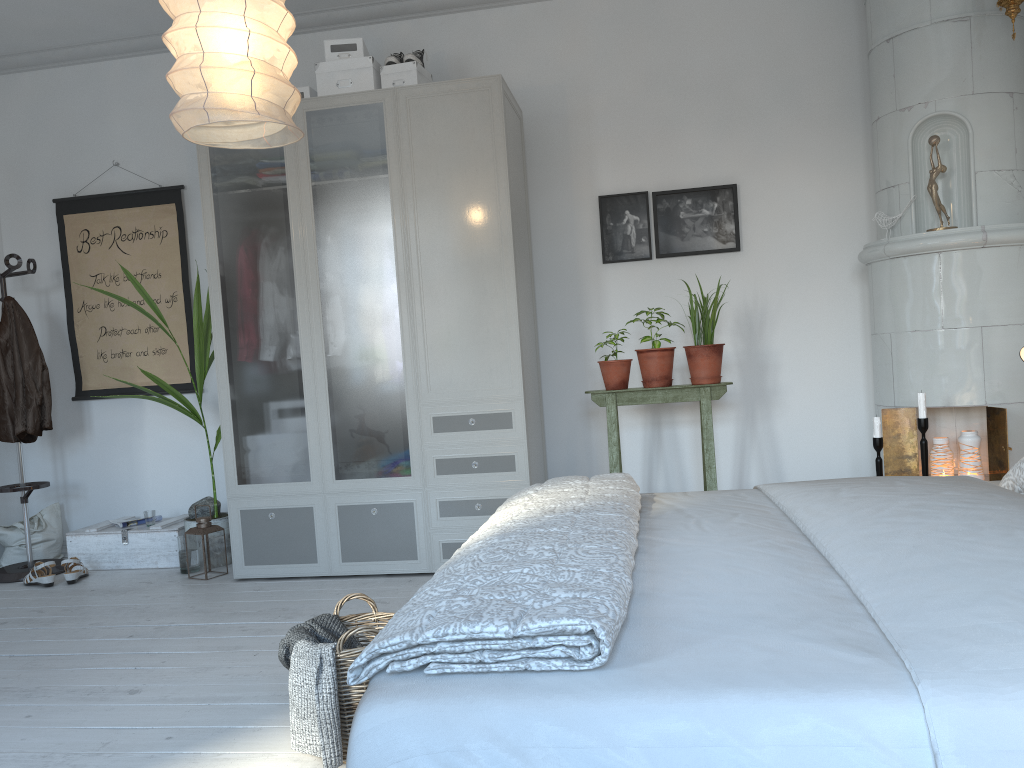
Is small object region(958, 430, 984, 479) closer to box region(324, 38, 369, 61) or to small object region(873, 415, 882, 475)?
small object region(873, 415, 882, 475)

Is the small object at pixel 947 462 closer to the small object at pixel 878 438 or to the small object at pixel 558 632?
the small object at pixel 878 438

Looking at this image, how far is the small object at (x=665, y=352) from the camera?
3.99m

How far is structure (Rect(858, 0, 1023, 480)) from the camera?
3.53m

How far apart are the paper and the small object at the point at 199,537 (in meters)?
0.62

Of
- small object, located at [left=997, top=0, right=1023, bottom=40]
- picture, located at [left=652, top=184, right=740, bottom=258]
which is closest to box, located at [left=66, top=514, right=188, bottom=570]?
picture, located at [left=652, top=184, right=740, bottom=258]

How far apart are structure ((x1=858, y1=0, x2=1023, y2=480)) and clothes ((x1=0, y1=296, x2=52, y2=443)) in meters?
4.1 m

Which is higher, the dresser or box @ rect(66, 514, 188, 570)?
the dresser

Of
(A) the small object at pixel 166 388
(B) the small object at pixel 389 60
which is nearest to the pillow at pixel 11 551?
(A) the small object at pixel 166 388

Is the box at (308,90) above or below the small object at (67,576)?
above
